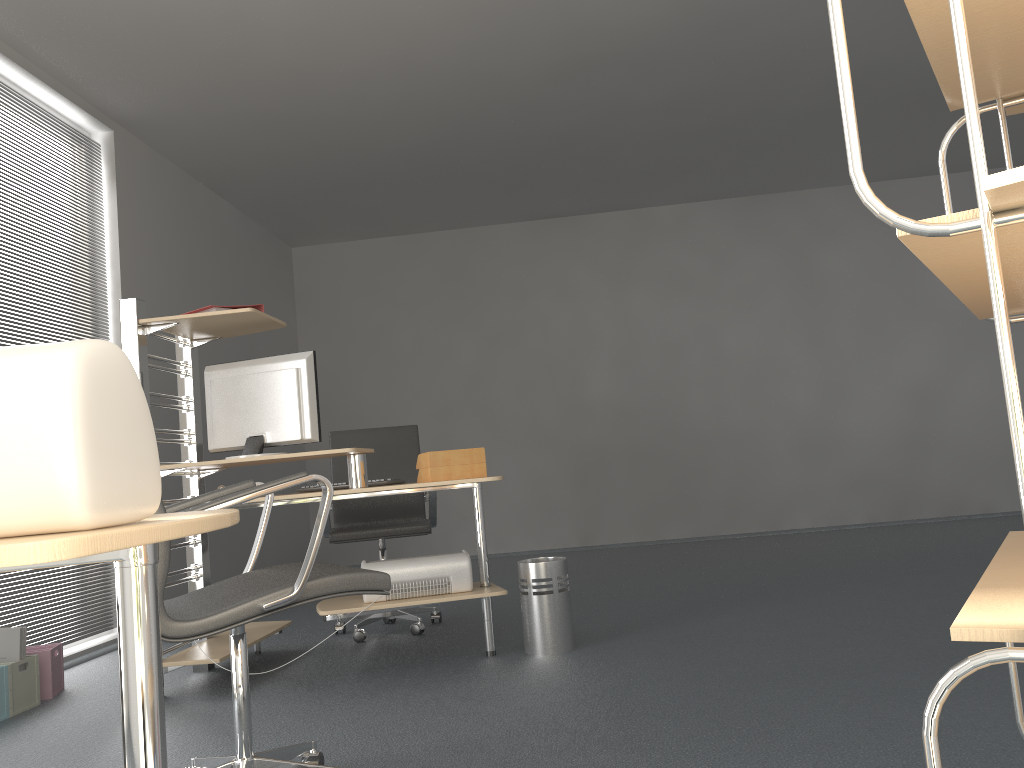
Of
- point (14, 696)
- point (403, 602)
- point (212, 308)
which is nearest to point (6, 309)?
point (212, 308)

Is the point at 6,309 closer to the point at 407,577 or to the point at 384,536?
the point at 384,536

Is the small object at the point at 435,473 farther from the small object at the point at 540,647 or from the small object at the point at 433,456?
the small object at the point at 540,647

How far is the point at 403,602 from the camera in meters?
3.4 m

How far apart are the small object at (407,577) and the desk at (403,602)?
0.02m

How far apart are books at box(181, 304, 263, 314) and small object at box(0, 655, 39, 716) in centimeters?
153cm

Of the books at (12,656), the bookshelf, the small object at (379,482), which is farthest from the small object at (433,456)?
the bookshelf

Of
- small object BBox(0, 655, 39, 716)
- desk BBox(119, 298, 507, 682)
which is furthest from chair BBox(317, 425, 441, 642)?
small object BBox(0, 655, 39, 716)

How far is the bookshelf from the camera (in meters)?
0.51

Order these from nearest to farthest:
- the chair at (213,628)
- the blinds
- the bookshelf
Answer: the bookshelf → the chair at (213,628) → the blinds
